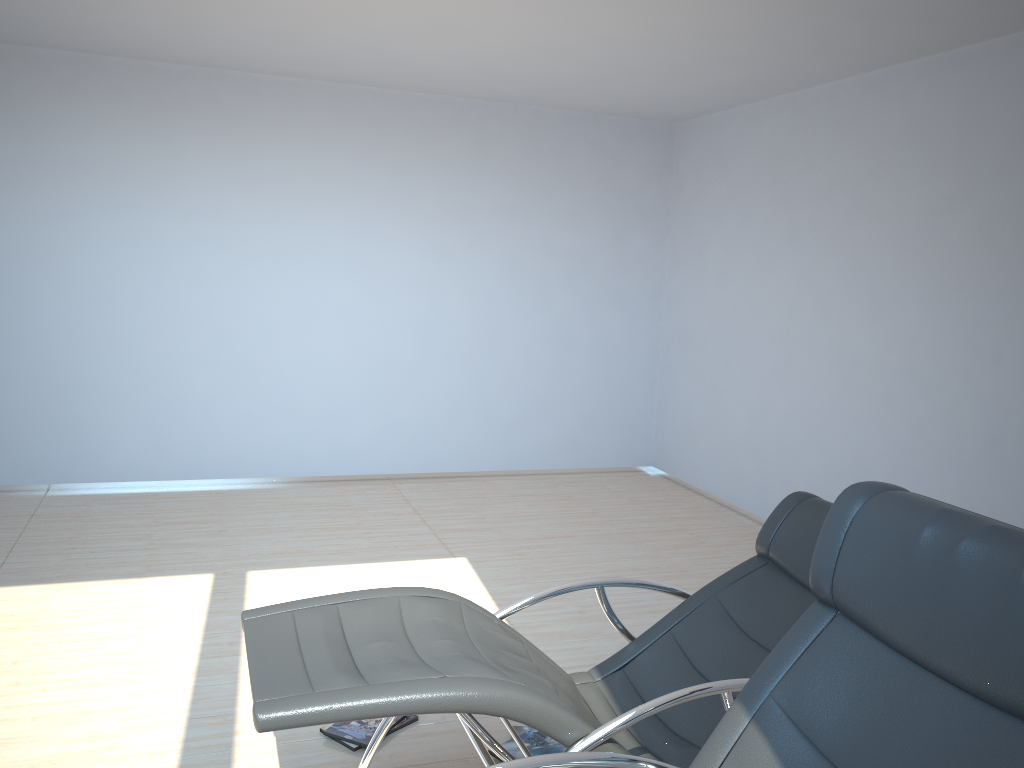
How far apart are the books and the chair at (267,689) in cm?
31

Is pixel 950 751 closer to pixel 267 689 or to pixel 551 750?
pixel 267 689

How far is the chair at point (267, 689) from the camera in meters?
2.1

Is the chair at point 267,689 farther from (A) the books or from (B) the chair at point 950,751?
(A) the books

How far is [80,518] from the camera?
5.5m

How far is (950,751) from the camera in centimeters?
157cm

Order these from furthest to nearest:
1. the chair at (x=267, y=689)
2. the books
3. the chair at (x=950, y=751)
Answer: the books, the chair at (x=267, y=689), the chair at (x=950, y=751)

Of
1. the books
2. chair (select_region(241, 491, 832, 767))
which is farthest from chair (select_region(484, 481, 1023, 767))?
the books

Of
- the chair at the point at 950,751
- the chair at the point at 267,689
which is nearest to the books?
the chair at the point at 267,689

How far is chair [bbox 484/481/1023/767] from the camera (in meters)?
1.57
